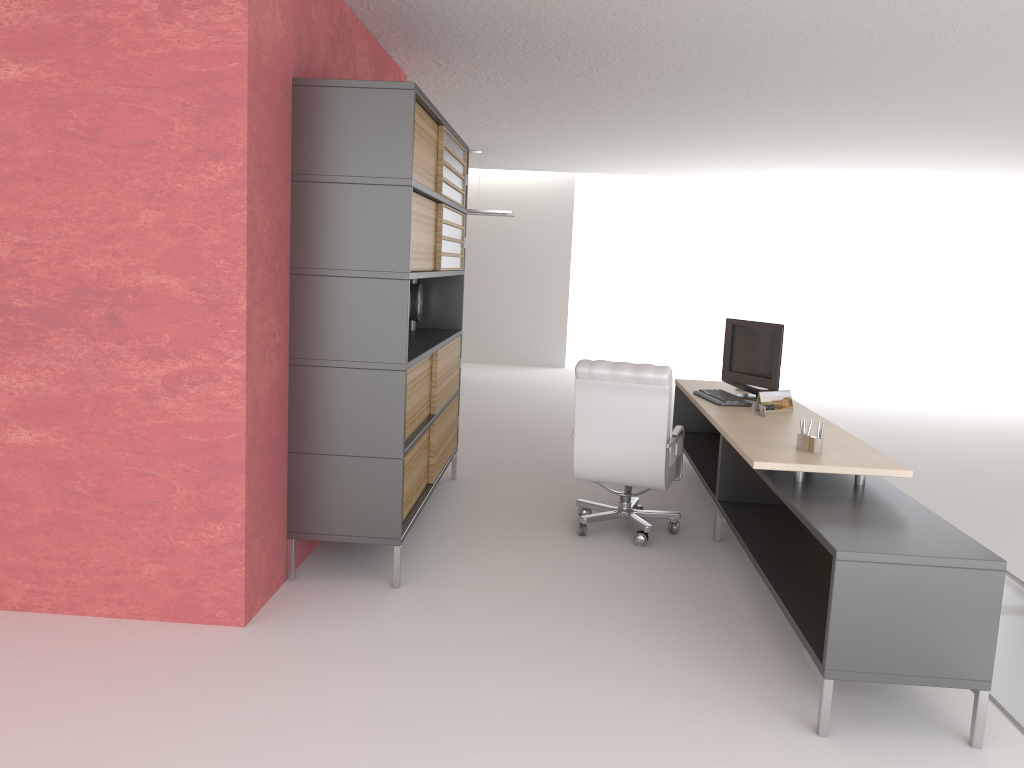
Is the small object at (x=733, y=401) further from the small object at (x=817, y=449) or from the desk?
the small object at (x=817, y=449)

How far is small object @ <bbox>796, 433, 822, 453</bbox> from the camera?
6.3 meters

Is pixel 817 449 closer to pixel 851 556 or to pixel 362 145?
pixel 851 556

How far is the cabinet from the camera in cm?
622

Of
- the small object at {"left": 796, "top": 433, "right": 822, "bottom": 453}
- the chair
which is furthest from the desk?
the chair

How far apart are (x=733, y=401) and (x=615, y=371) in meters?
1.4

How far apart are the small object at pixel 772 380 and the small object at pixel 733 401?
0.3m

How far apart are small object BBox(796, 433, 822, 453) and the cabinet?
2.9m

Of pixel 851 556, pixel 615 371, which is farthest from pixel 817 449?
pixel 615 371

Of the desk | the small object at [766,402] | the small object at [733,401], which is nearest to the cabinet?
the desk
